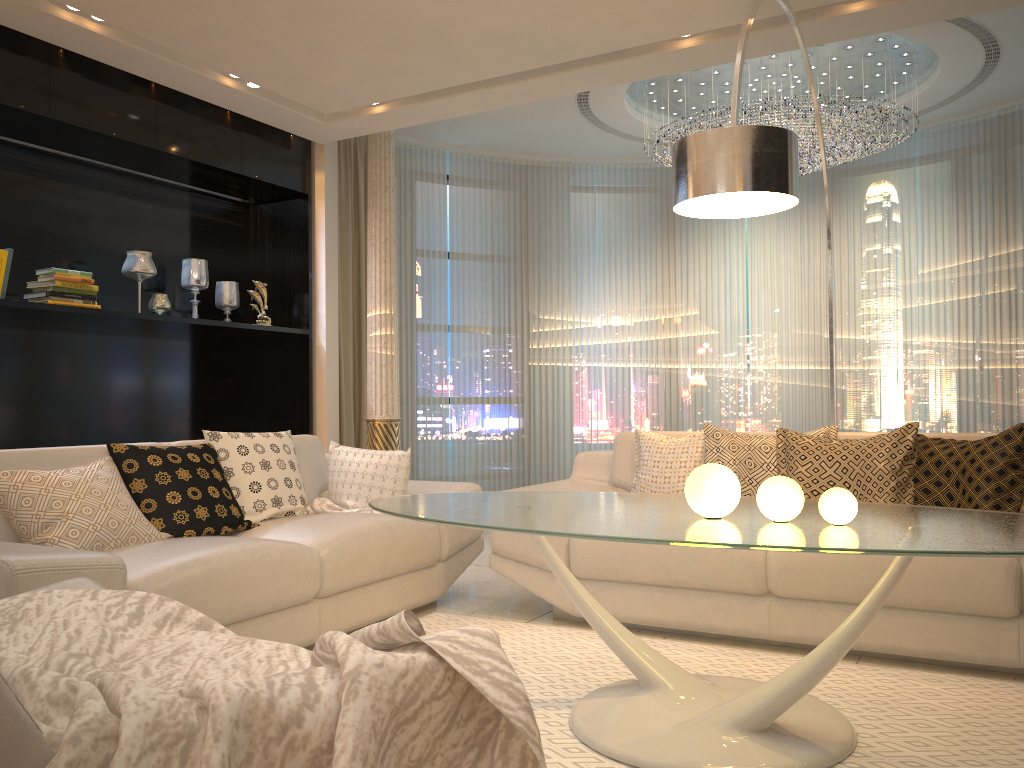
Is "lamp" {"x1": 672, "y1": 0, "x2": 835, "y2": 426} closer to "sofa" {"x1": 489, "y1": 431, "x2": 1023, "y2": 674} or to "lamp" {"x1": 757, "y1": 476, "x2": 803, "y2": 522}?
"lamp" {"x1": 757, "y1": 476, "x2": 803, "y2": 522}

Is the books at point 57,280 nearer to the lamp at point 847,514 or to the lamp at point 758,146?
the lamp at point 758,146

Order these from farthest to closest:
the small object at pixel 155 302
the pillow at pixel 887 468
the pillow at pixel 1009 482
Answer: the small object at pixel 155 302
the pillow at pixel 887 468
the pillow at pixel 1009 482

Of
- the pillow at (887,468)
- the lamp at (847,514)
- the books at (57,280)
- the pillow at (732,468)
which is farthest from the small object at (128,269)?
the lamp at (847,514)

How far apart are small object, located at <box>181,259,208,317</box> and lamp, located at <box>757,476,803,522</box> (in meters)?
4.26

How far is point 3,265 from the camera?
4.2 meters

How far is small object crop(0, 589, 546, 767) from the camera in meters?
1.0

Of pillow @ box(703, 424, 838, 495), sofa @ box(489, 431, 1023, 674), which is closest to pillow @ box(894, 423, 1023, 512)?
sofa @ box(489, 431, 1023, 674)

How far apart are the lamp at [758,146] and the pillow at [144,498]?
2.01m

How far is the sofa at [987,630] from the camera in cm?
281
